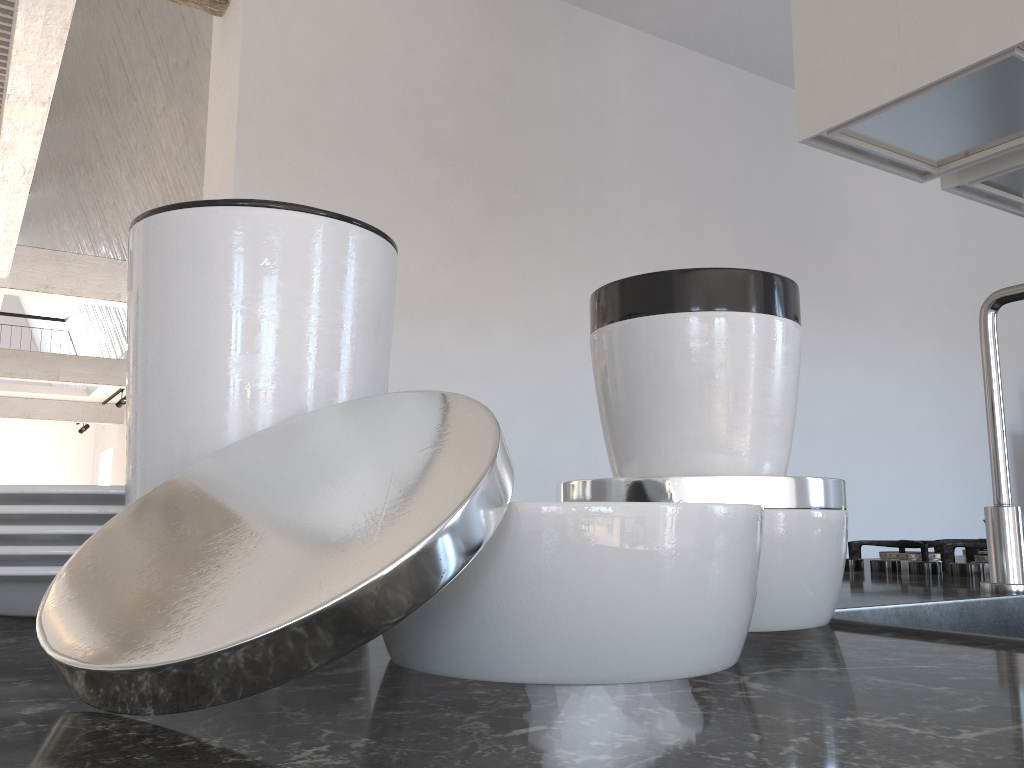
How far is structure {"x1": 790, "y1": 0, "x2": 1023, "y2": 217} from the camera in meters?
1.5 m

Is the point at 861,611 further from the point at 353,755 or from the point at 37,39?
the point at 37,39

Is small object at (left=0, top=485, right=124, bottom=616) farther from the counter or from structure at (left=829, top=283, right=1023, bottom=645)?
structure at (left=829, top=283, right=1023, bottom=645)

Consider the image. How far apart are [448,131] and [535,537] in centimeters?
257cm

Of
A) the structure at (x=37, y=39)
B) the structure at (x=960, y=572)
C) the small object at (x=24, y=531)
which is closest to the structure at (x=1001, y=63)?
the structure at (x=960, y=572)

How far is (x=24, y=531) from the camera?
0.7 meters

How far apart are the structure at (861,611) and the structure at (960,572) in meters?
0.3

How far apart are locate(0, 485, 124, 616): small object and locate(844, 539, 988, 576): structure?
1.1 meters

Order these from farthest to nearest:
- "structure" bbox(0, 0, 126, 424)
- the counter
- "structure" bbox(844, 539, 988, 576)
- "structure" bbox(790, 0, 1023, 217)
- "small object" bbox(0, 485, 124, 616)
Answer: "structure" bbox(0, 0, 126, 424), "structure" bbox(790, 0, 1023, 217), "structure" bbox(844, 539, 988, 576), "small object" bbox(0, 485, 124, 616), the counter

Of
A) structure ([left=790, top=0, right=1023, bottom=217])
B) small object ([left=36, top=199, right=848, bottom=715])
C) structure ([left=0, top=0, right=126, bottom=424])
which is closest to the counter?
small object ([left=36, top=199, right=848, bottom=715])
